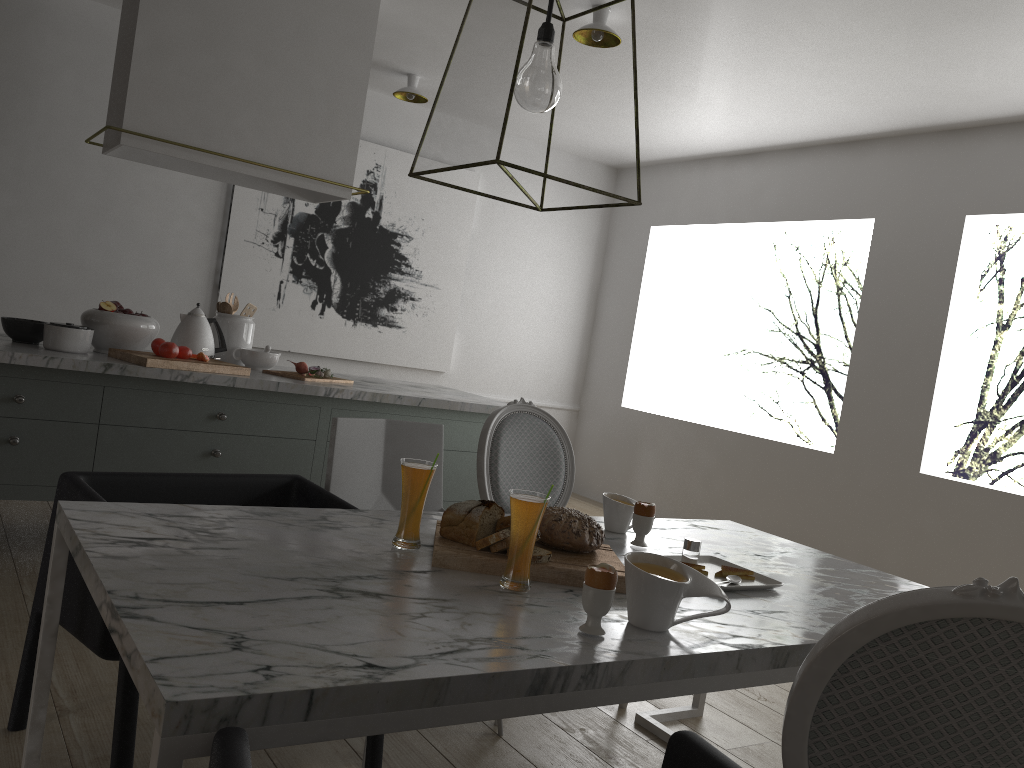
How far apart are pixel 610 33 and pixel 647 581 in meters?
2.7

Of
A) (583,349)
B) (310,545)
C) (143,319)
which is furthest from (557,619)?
(583,349)

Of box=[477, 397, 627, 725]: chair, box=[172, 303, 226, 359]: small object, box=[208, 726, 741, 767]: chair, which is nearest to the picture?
box=[172, 303, 226, 359]: small object

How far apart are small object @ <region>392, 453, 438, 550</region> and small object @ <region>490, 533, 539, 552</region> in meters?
0.2 m

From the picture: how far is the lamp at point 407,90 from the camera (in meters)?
4.83

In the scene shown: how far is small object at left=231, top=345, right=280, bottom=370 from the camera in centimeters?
360cm

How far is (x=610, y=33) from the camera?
3.5 meters

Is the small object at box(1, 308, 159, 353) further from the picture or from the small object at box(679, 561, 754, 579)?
the small object at box(679, 561, 754, 579)

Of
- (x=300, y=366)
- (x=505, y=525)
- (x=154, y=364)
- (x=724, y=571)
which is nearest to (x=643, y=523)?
(x=724, y=571)

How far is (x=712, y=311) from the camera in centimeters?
610cm
